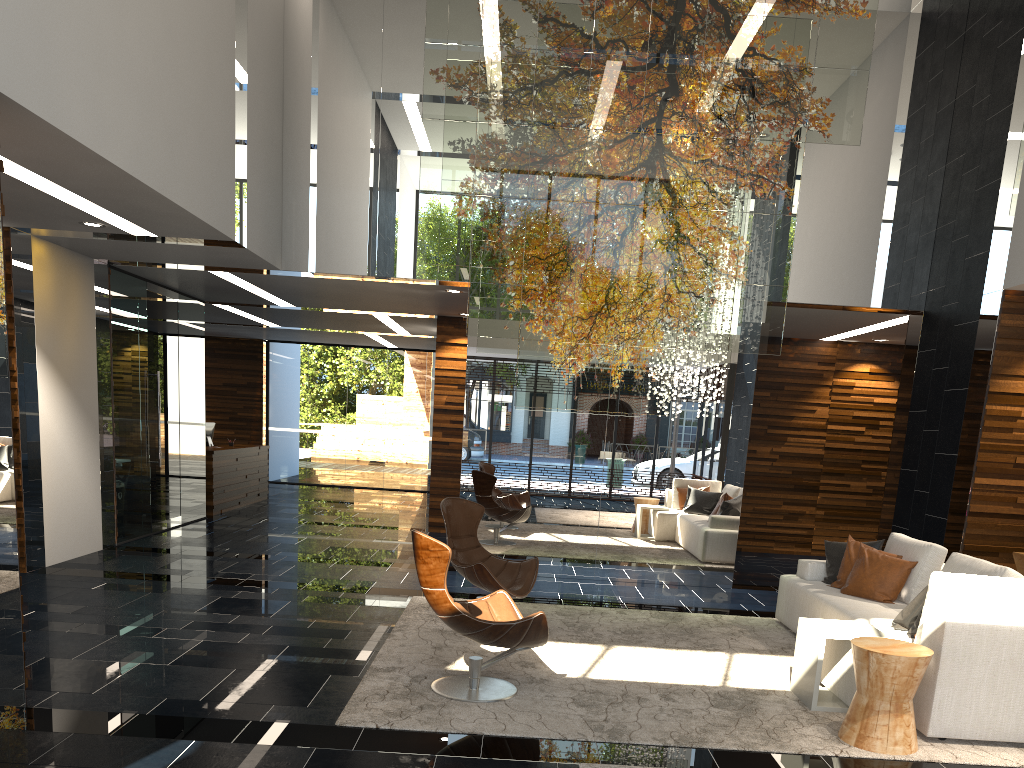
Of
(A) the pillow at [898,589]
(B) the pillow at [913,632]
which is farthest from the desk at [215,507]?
(B) the pillow at [913,632]

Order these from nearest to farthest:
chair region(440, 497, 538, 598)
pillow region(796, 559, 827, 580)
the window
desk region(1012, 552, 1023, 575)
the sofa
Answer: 1. the sofa
2. chair region(440, 497, 538, 598)
3. pillow region(796, 559, 827, 580)
4. desk region(1012, 552, 1023, 575)
5. the window

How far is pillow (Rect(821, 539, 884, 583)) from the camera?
6.57m

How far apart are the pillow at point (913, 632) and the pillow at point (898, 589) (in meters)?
1.03

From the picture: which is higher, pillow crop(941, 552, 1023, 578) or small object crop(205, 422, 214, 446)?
small object crop(205, 422, 214, 446)

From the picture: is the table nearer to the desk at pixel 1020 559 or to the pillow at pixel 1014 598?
the pillow at pixel 1014 598

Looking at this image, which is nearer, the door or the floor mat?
the floor mat

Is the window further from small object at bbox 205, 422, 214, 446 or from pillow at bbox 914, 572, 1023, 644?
pillow at bbox 914, 572, 1023, 644

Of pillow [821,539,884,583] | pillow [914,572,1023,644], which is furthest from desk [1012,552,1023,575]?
pillow [914,572,1023,644]

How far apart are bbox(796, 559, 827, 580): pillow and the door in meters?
7.0
